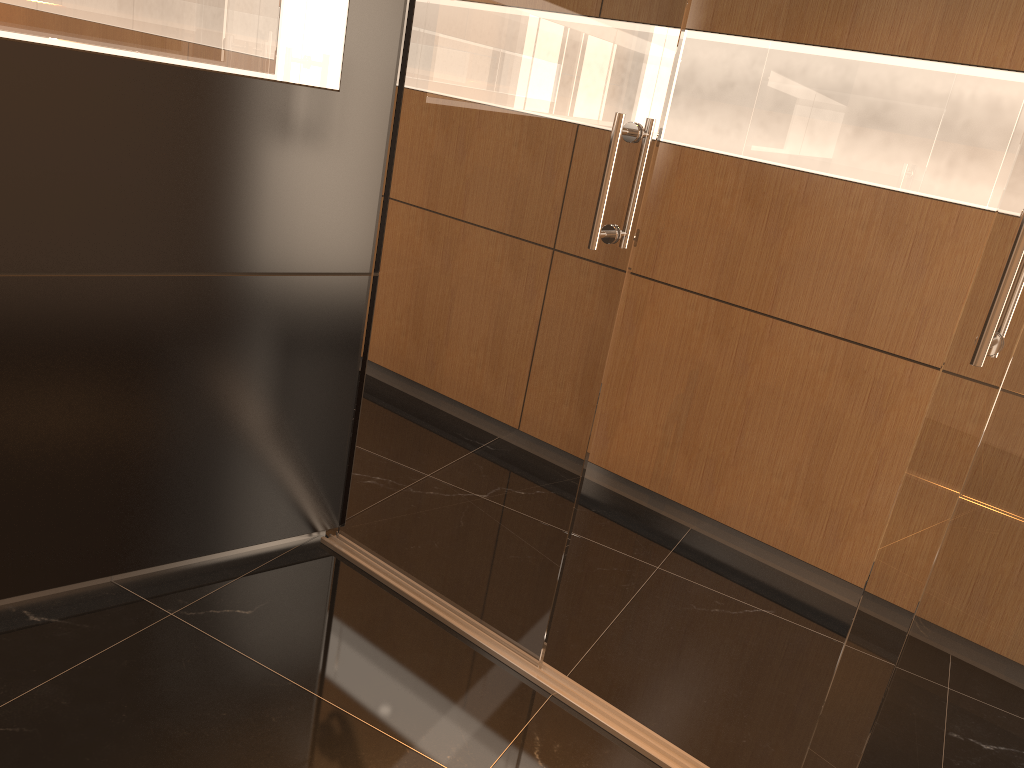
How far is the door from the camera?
1.87m

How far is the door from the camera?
1.87m

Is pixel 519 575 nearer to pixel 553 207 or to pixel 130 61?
pixel 553 207

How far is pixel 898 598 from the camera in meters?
1.9 m

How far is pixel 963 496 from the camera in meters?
1.7
